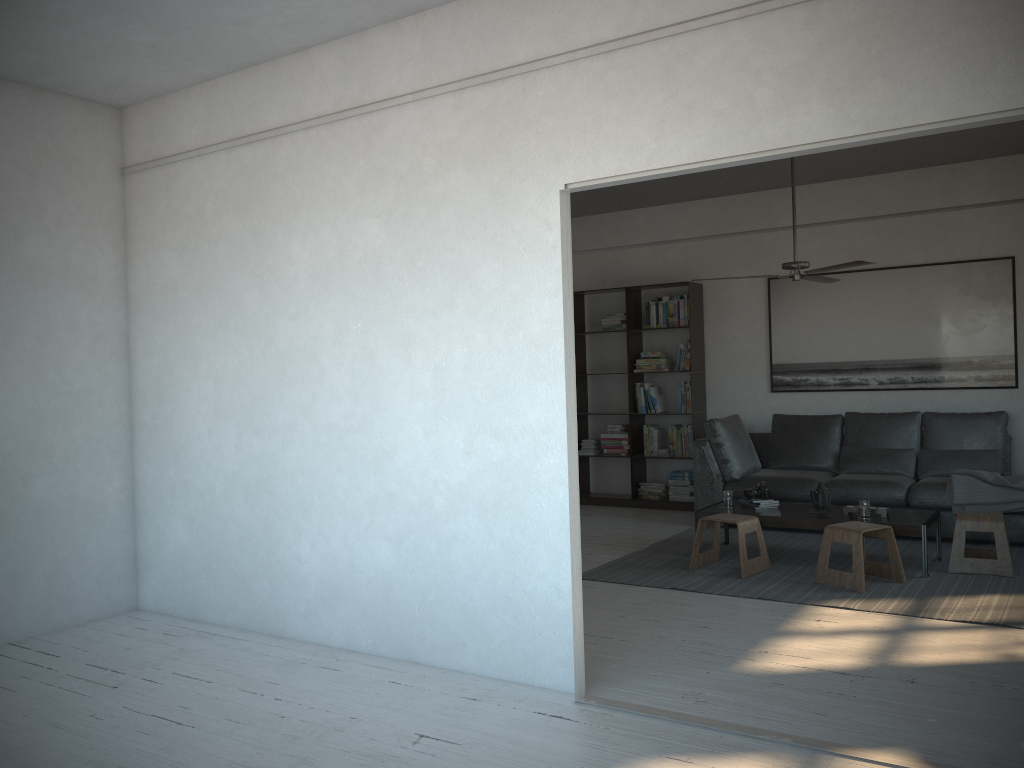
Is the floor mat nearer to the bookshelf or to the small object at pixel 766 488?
the small object at pixel 766 488

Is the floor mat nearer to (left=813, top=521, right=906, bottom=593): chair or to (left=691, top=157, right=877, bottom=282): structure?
(left=813, top=521, right=906, bottom=593): chair

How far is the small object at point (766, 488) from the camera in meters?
6.1

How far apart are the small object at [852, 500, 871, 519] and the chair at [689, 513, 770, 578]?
0.6 meters

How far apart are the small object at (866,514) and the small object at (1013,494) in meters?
1.1

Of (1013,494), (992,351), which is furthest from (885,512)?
(992,351)

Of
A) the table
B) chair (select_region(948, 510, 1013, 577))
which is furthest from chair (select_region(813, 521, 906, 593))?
chair (select_region(948, 510, 1013, 577))

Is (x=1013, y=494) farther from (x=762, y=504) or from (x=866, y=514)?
(x=762, y=504)

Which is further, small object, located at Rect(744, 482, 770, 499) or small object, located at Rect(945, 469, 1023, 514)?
small object, located at Rect(744, 482, 770, 499)

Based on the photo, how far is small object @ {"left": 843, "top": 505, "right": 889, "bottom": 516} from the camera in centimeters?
557cm
